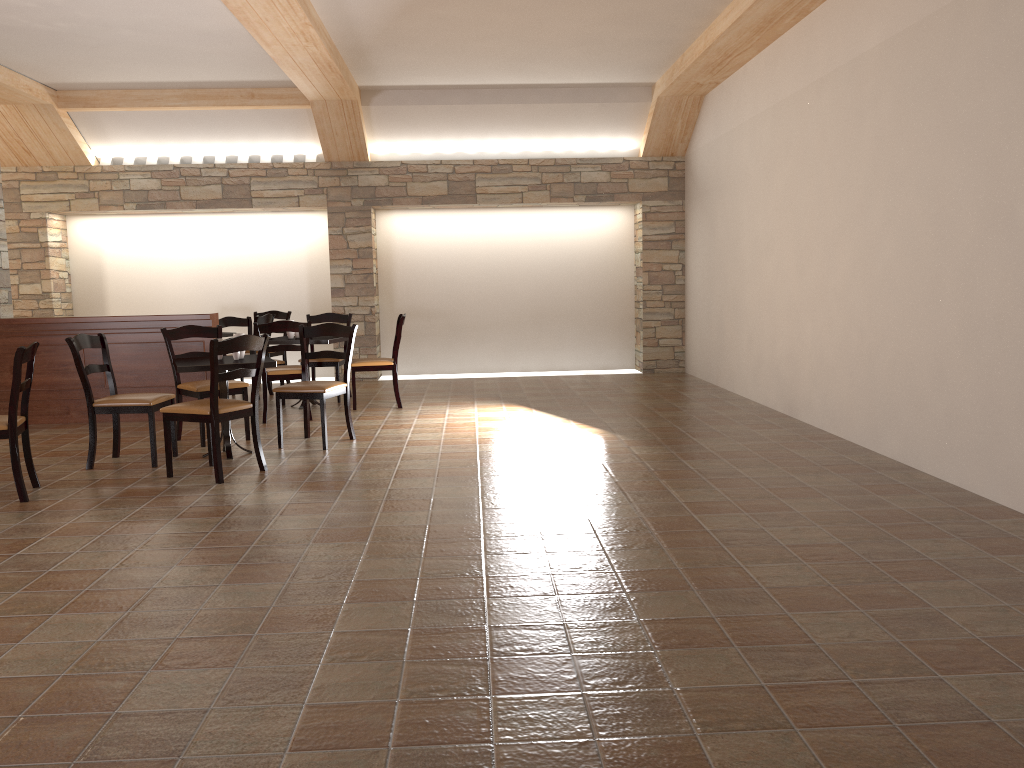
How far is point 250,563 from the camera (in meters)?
3.65

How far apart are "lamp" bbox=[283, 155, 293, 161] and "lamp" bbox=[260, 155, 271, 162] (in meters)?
Answer: 0.20

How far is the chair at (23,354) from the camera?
4.72m

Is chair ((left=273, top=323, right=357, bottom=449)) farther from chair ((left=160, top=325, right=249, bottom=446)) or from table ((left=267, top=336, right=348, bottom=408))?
table ((left=267, top=336, right=348, bottom=408))

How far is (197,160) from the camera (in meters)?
10.16

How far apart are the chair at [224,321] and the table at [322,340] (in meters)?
0.72

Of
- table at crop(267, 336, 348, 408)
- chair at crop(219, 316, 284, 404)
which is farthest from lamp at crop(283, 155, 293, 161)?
table at crop(267, 336, 348, 408)

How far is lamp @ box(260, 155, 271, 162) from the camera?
10.2 meters

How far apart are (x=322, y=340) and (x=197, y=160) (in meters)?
3.69

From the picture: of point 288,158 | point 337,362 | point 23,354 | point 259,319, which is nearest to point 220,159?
point 288,158
